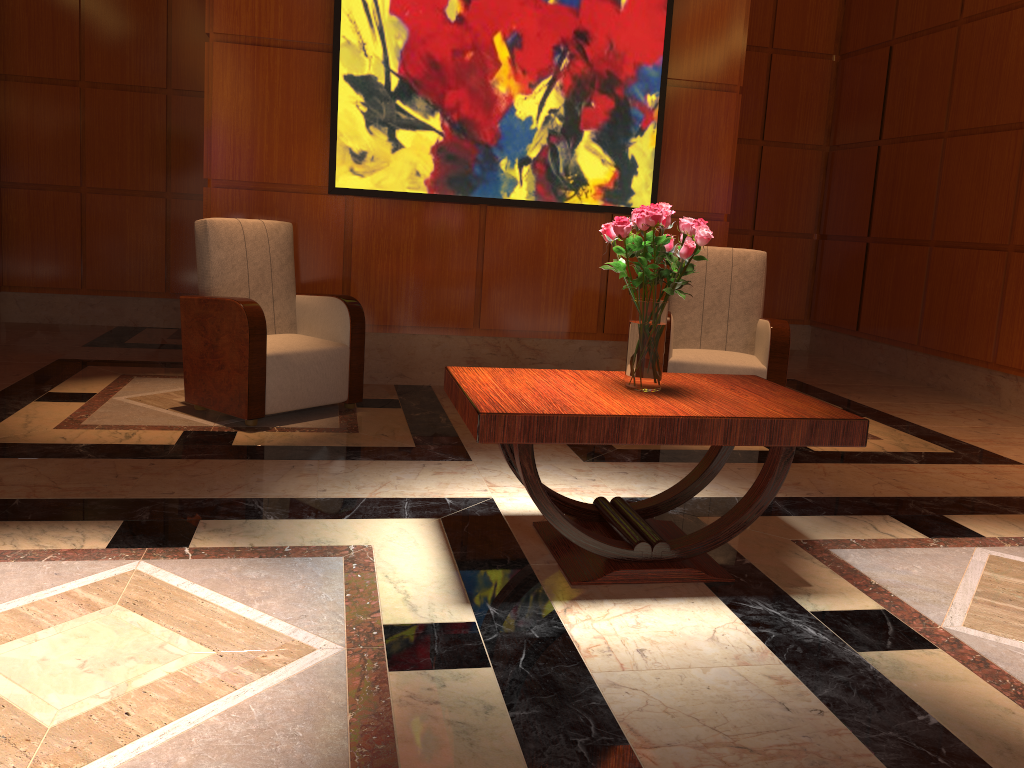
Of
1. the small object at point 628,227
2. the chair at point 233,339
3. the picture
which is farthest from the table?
the picture

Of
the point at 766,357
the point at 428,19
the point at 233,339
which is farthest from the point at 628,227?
the point at 428,19

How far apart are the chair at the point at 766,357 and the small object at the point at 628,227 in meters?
1.9

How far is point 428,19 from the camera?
5.00m

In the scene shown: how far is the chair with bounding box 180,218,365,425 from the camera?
4.15m

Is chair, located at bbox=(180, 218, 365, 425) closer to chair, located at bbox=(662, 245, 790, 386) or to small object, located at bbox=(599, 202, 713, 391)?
chair, located at bbox=(662, 245, 790, 386)

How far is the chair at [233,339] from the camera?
4.15m

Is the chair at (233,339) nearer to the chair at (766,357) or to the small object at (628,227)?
the chair at (766,357)

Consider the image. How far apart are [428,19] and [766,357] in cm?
267

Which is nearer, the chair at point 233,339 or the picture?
the chair at point 233,339
